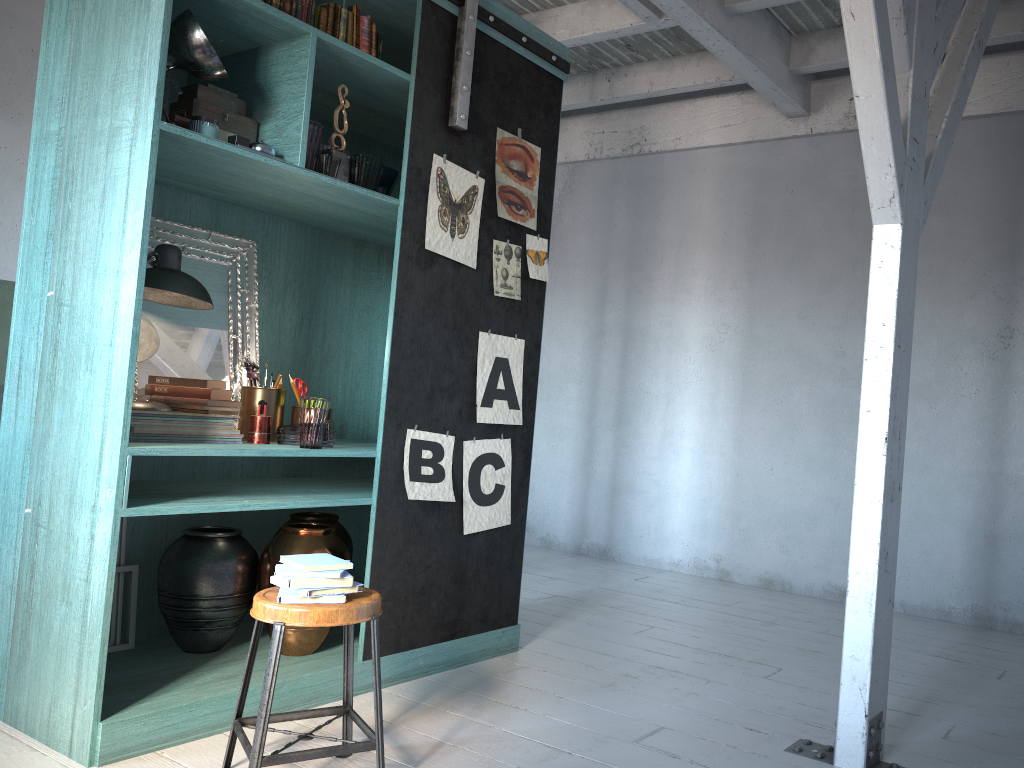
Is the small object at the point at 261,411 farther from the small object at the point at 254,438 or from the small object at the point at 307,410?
the small object at the point at 307,410

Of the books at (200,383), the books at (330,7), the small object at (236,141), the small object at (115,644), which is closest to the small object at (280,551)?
the small object at (115,644)

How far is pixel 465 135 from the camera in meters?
4.4

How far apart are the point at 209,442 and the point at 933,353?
5.00m

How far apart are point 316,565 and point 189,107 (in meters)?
2.02

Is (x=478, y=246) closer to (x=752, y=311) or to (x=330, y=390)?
(x=330, y=390)

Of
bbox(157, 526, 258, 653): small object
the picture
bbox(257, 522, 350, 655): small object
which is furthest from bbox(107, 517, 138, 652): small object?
the picture

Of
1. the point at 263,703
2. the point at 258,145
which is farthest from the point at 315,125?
the point at 263,703

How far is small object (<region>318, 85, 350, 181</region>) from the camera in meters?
4.0 m

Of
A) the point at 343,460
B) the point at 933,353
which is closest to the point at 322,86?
the point at 343,460
